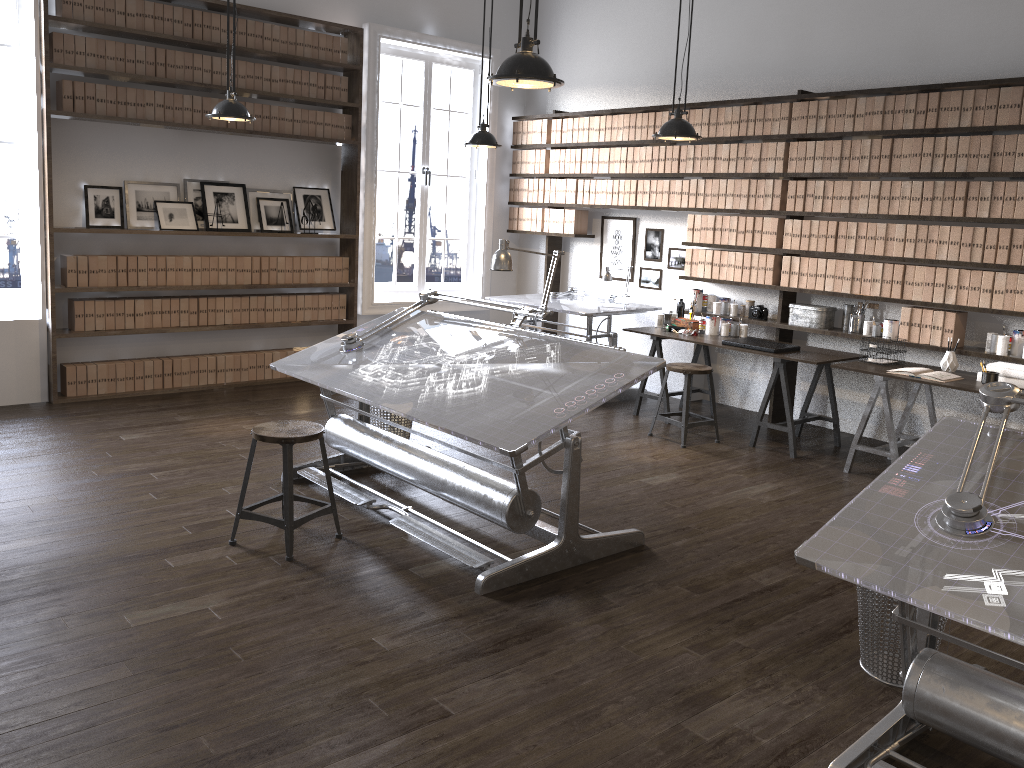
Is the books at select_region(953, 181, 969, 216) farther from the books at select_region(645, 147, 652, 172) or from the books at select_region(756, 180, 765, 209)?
the books at select_region(645, 147, 652, 172)

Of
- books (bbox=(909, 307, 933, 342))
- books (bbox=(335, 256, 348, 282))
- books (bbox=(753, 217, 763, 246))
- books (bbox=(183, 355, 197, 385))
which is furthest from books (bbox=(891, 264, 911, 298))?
books (bbox=(183, 355, 197, 385))

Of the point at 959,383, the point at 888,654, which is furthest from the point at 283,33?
the point at 888,654

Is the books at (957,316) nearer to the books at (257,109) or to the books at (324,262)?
the books at (324,262)

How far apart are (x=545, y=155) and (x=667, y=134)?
3.05m

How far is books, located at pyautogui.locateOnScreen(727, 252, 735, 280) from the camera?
6.8 meters

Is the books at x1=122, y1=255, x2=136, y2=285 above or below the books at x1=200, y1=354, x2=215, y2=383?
above

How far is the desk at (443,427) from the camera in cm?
365

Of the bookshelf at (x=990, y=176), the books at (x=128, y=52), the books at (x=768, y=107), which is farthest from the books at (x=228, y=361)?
the books at (x=768, y=107)

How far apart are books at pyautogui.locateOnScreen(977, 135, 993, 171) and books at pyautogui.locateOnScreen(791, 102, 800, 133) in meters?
1.3
